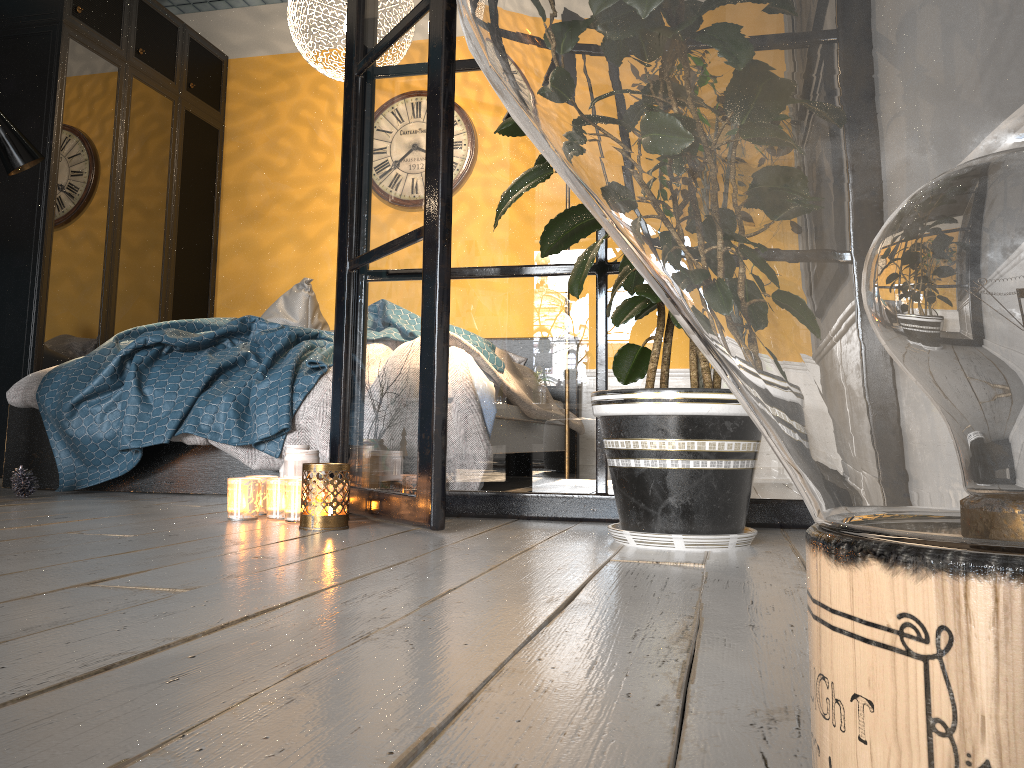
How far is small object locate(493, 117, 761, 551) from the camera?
→ 1.64m

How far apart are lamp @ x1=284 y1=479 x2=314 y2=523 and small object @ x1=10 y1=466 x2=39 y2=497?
1.20m

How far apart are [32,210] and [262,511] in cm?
272

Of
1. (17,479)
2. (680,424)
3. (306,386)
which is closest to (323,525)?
(680,424)

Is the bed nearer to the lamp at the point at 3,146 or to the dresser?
the lamp at the point at 3,146

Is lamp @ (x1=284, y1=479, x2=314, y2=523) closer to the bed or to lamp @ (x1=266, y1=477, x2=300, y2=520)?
lamp @ (x1=266, y1=477, x2=300, y2=520)

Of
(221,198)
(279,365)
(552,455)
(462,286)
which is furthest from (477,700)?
(221,198)

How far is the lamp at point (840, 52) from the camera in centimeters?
21cm

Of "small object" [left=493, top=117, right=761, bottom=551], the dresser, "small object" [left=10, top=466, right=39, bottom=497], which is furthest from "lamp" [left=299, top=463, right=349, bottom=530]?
the dresser

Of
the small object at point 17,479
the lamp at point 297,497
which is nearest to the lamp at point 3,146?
the small object at point 17,479
